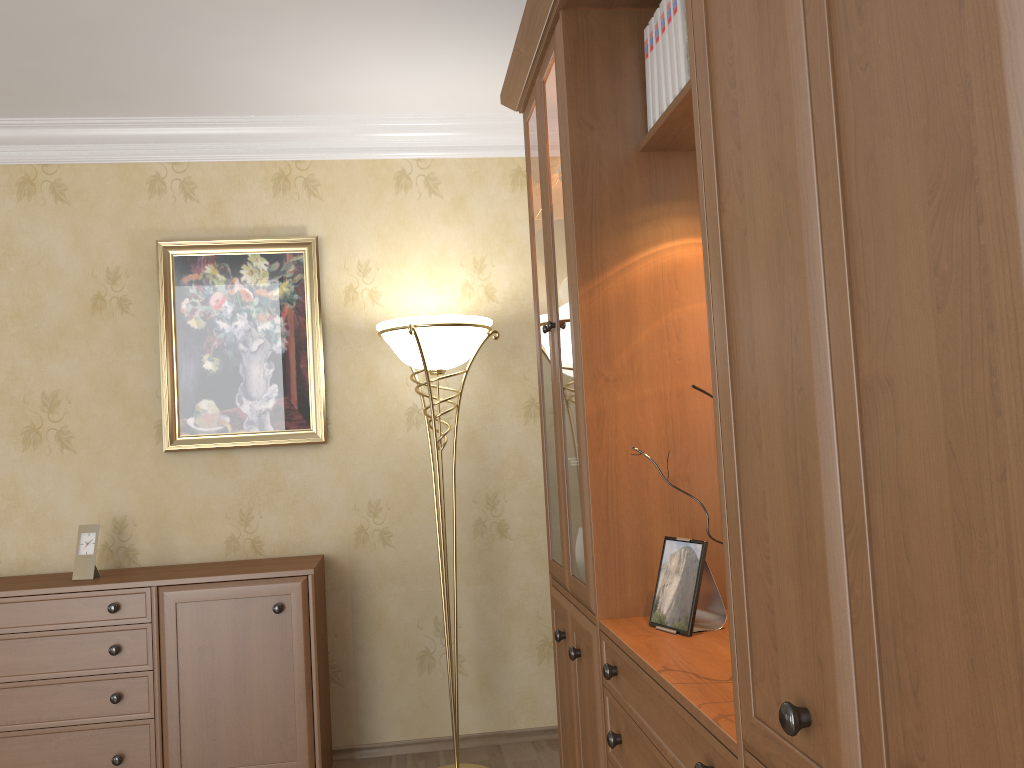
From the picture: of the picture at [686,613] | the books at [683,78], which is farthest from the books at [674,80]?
the picture at [686,613]

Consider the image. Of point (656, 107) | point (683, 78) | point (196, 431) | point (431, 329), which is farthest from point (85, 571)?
point (683, 78)

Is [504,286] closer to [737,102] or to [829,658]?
[737,102]

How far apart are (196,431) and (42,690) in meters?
1.1 m

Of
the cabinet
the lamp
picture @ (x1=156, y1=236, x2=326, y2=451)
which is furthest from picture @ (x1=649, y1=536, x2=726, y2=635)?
picture @ (x1=156, y1=236, x2=326, y2=451)

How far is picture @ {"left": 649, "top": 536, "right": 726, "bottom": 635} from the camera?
1.8m

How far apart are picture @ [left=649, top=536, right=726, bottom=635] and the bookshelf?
0.0m

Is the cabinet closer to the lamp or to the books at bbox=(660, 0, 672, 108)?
the lamp

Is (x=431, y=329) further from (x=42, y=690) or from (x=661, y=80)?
(x=42, y=690)

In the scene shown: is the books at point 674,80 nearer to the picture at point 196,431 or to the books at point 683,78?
the books at point 683,78
